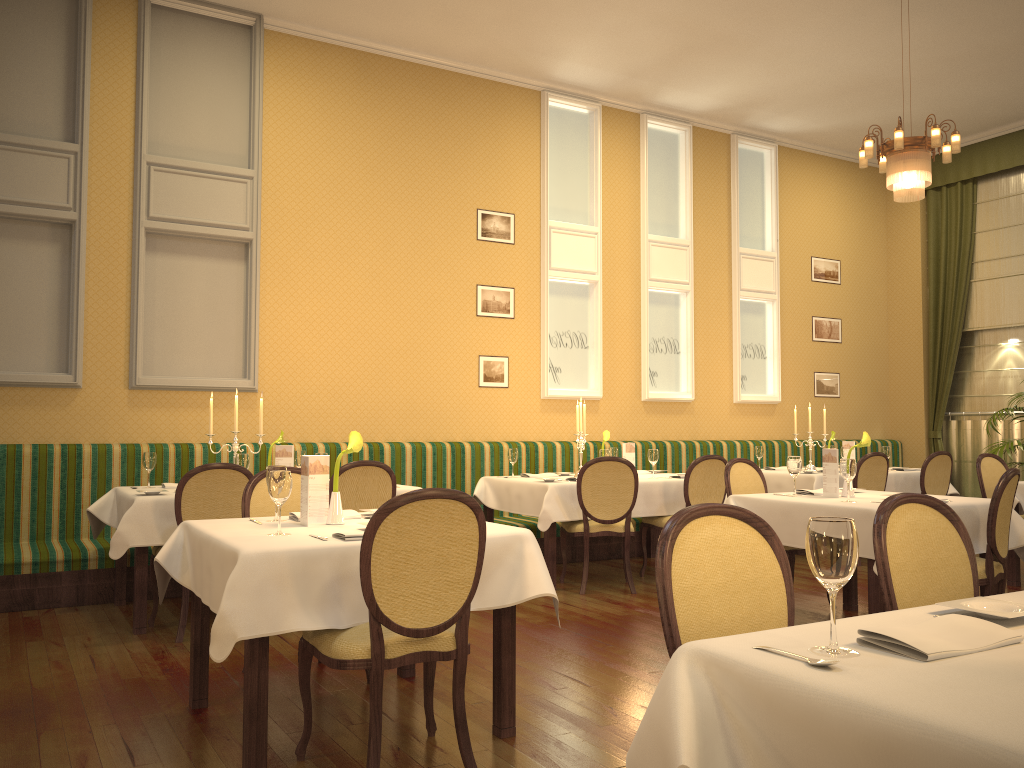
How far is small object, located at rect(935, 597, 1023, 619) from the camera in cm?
174

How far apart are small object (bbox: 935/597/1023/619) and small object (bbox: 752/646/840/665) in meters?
0.5 m

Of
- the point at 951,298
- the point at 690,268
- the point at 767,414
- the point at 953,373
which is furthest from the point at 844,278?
the point at 690,268

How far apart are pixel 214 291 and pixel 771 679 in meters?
6.4 m

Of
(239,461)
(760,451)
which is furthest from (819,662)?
(760,451)

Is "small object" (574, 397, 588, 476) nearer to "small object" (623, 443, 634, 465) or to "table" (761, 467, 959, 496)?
"small object" (623, 443, 634, 465)

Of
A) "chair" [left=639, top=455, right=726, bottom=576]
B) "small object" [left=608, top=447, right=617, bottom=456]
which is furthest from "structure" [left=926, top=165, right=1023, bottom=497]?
"small object" [left=608, top=447, right=617, bottom=456]

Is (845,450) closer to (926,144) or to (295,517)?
(926,144)

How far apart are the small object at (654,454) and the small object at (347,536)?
4.15m

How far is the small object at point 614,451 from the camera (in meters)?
7.50
